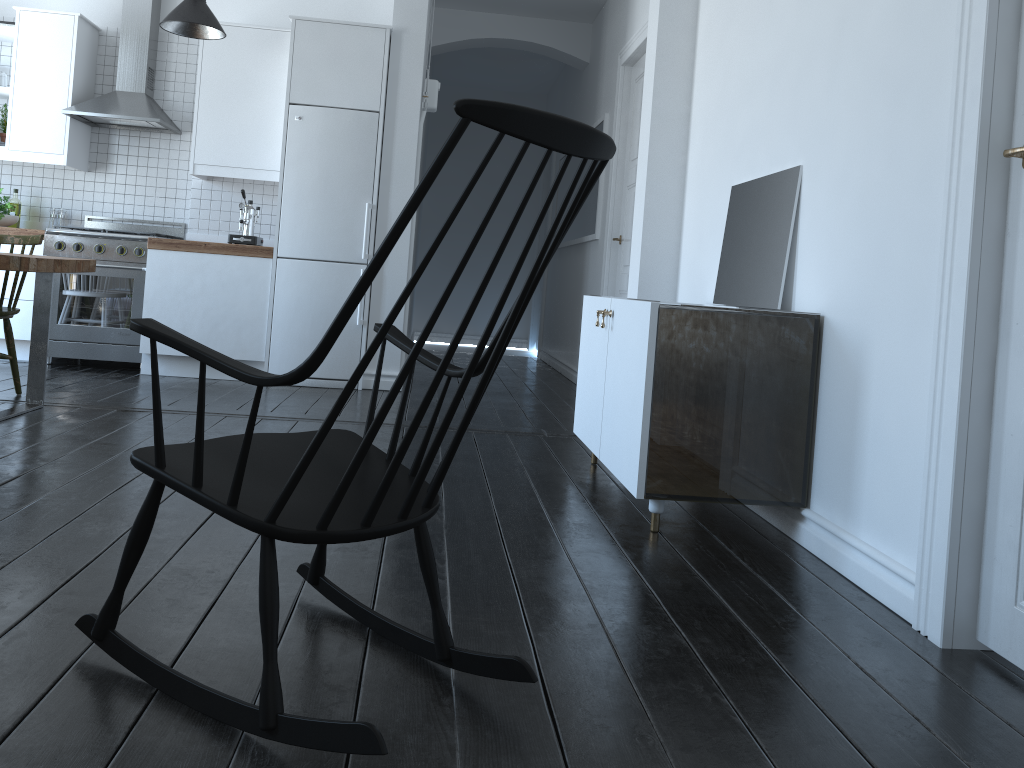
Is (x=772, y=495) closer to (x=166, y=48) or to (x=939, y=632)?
(x=166, y=48)

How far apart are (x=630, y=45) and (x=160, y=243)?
3.3m

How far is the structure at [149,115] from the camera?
5.8m

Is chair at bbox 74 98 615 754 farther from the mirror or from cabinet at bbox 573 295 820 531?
the mirror

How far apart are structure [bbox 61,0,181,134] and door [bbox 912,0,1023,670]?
5.1m

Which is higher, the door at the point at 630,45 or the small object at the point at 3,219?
the door at the point at 630,45

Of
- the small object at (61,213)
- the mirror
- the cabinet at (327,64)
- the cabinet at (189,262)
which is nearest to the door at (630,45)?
the cabinet at (327,64)

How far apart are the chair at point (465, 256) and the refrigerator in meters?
3.7 m

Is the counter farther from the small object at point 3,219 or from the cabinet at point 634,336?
the cabinet at point 634,336

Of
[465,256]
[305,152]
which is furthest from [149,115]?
[465,256]
